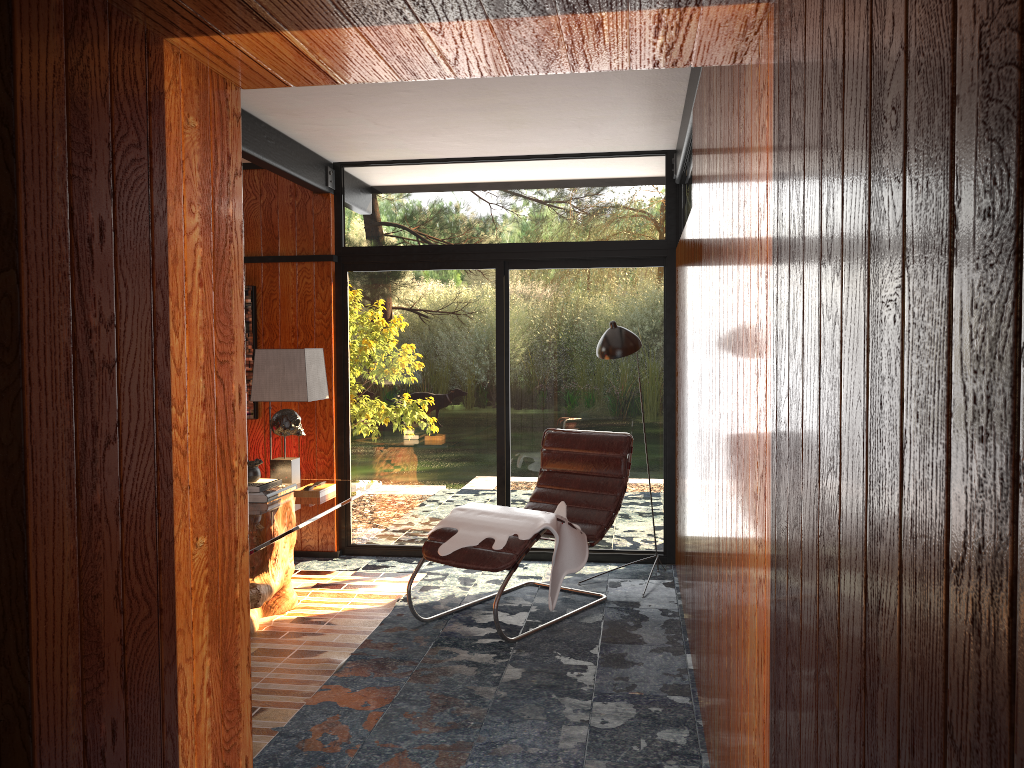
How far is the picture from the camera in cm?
574

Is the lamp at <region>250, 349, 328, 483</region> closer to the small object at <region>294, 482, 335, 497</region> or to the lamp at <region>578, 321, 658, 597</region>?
the small object at <region>294, 482, 335, 497</region>

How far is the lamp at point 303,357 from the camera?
4.6m

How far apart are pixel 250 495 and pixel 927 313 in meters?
3.9

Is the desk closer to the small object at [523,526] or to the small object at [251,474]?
the small object at [251,474]

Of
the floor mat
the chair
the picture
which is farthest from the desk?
the picture

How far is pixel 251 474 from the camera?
4.38m

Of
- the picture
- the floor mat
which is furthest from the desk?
the picture

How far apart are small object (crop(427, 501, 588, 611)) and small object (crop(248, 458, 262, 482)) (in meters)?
0.94

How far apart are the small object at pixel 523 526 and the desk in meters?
0.4
